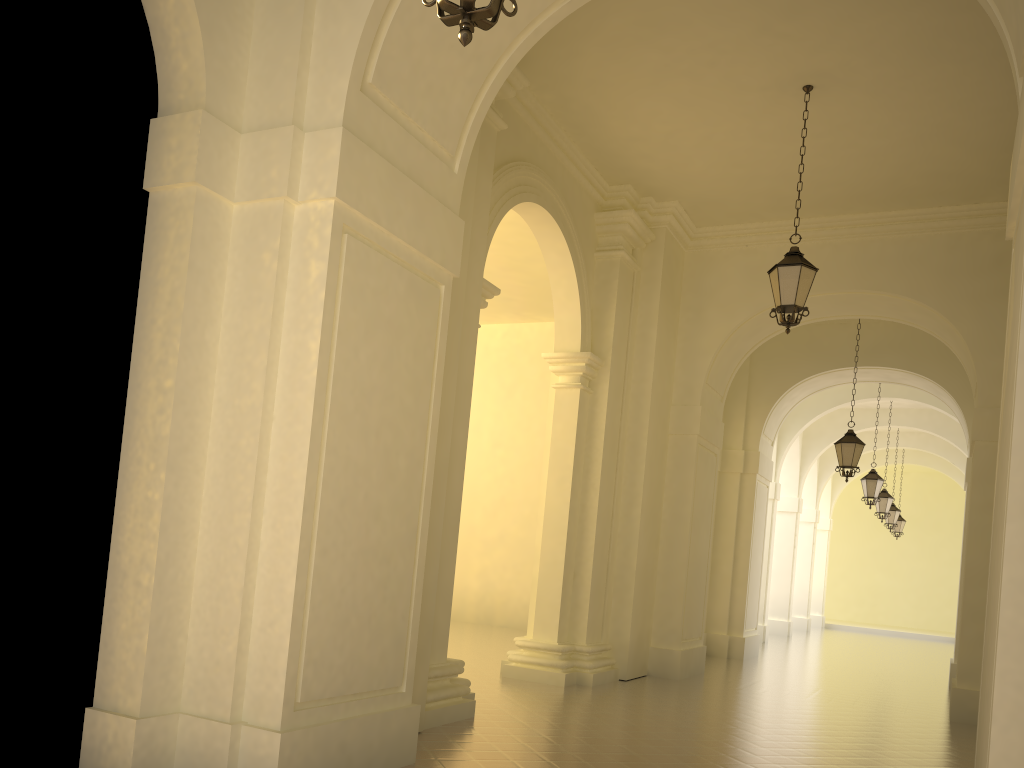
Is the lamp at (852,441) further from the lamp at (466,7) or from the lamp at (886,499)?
the lamp at (466,7)

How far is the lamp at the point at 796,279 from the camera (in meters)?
8.92

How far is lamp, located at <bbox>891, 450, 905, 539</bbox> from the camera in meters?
28.9 m

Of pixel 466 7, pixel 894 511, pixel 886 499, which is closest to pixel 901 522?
pixel 894 511

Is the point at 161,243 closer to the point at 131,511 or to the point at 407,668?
the point at 131,511

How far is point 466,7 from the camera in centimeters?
317cm

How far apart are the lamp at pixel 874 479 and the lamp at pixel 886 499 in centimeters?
375cm

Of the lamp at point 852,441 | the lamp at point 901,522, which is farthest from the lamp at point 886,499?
the lamp at point 852,441

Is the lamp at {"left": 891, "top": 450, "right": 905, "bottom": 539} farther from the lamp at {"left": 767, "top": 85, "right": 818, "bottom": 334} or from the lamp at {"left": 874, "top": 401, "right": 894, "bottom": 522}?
the lamp at {"left": 767, "top": 85, "right": 818, "bottom": 334}

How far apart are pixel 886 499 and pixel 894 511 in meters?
3.8 m
